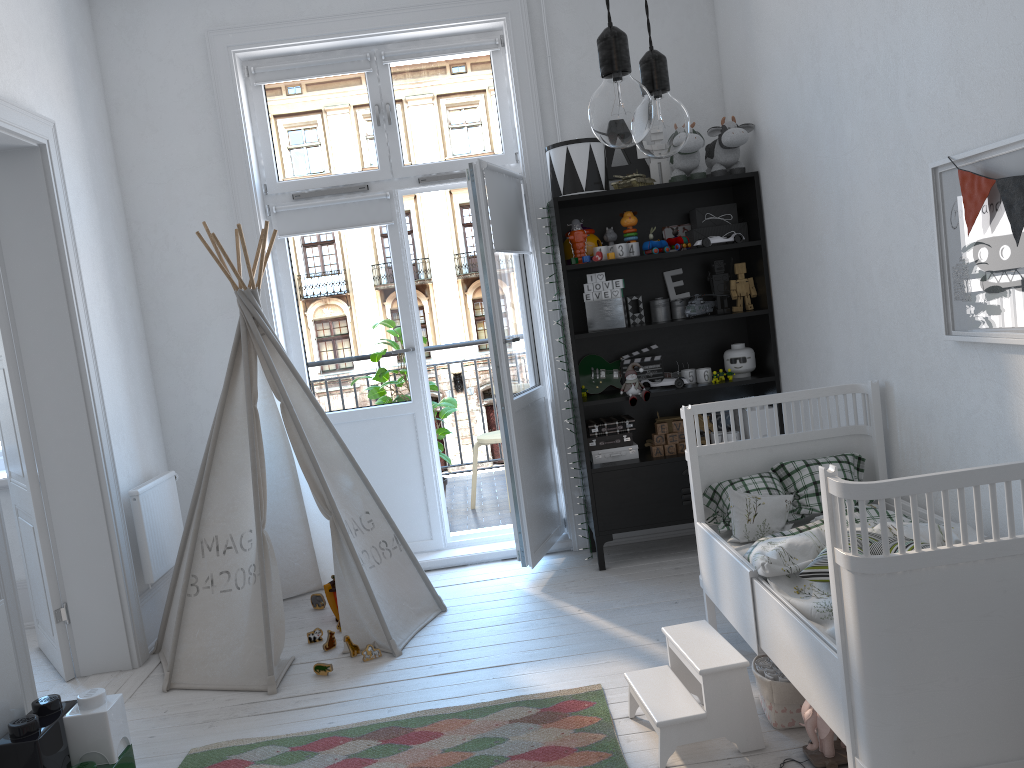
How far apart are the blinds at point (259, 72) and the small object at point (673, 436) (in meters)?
2.26

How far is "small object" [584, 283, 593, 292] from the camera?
3.97m

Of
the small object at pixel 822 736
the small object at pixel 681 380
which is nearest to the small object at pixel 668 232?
the small object at pixel 681 380

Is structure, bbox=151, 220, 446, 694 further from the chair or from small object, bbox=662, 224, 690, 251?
small object, bbox=662, 224, 690, 251

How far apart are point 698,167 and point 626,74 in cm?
308

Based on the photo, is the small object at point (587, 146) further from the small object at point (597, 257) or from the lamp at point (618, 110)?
the lamp at point (618, 110)

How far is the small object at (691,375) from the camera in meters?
4.1

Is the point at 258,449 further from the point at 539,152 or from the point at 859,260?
the point at 859,260

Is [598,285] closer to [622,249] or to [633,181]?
[622,249]

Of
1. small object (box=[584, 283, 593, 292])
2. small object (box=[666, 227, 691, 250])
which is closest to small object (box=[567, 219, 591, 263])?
small object (box=[584, 283, 593, 292])
